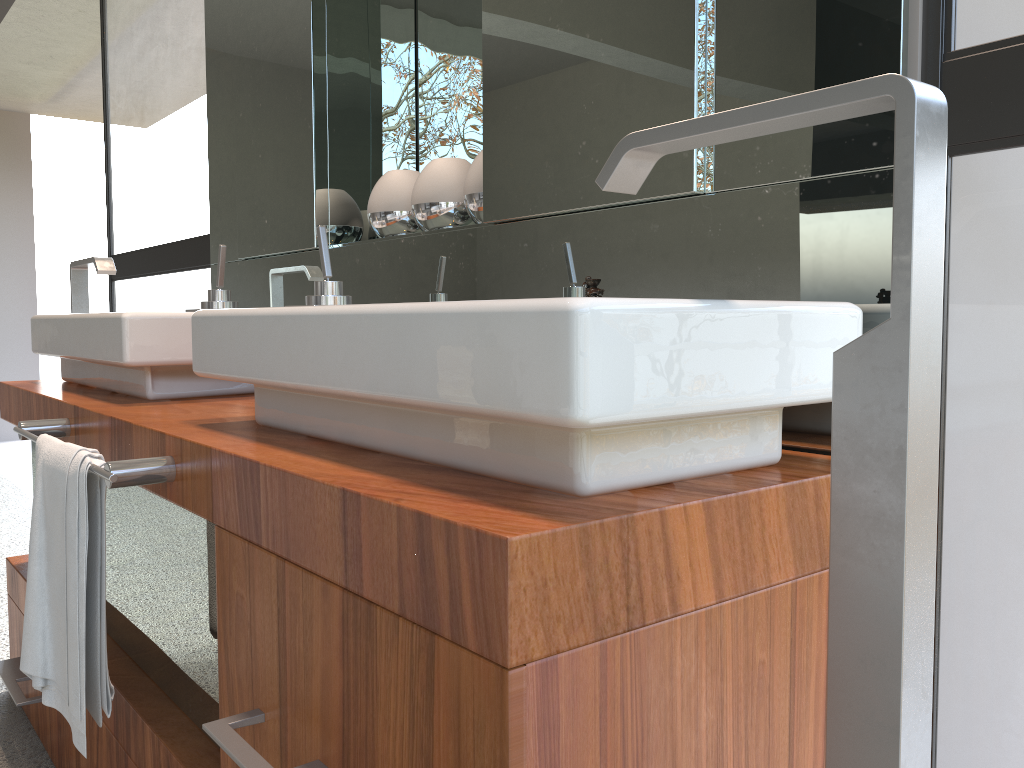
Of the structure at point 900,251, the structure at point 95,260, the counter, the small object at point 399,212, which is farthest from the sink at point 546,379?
the structure at point 95,260

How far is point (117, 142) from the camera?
4.9 meters

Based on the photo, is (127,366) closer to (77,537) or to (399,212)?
(77,537)

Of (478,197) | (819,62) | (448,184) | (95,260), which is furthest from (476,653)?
(95,260)

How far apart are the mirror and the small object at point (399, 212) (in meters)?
0.03

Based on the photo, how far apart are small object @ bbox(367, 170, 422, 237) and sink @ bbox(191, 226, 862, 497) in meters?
0.4 m

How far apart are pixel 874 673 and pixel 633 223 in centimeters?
65cm

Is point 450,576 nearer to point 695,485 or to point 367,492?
point 367,492

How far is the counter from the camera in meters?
0.6

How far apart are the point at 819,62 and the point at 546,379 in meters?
0.5 m
